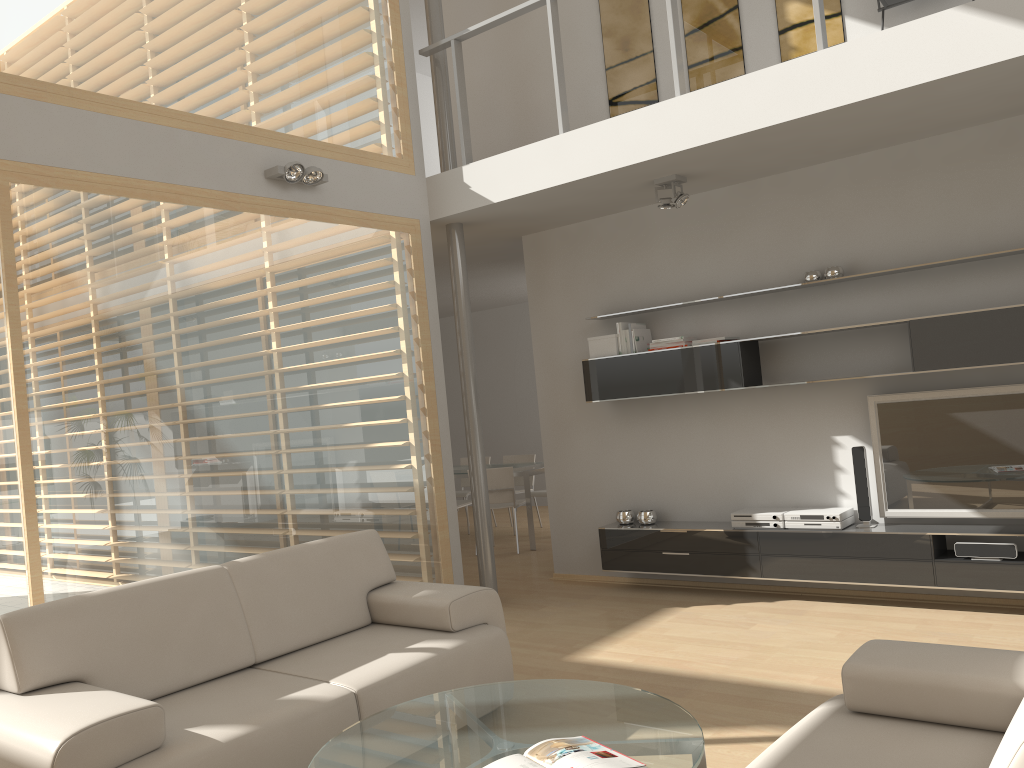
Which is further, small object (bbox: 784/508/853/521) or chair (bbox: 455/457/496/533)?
chair (bbox: 455/457/496/533)

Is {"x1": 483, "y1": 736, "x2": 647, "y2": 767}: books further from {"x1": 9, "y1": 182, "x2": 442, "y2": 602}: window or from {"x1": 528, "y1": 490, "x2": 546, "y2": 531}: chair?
{"x1": 528, "y1": 490, "x2": 546, "y2": 531}: chair

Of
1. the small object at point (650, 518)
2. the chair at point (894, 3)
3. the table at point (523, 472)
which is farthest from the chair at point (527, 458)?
the chair at point (894, 3)

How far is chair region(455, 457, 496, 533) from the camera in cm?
984

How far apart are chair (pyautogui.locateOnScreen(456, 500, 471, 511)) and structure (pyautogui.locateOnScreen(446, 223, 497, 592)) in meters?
2.6 m

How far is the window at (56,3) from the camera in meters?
4.2 m

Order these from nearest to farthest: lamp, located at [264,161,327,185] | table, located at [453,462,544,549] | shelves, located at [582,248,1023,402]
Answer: shelves, located at [582,248,1023,402] → lamp, located at [264,161,327,185] → table, located at [453,462,544,549]

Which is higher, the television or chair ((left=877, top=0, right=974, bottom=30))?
chair ((left=877, top=0, right=974, bottom=30))

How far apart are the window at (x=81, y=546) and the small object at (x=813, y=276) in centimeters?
252cm

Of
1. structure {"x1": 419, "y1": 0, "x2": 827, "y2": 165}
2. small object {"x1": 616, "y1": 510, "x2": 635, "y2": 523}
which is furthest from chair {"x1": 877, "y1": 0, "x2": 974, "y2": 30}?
small object {"x1": 616, "y1": 510, "x2": 635, "y2": 523}
